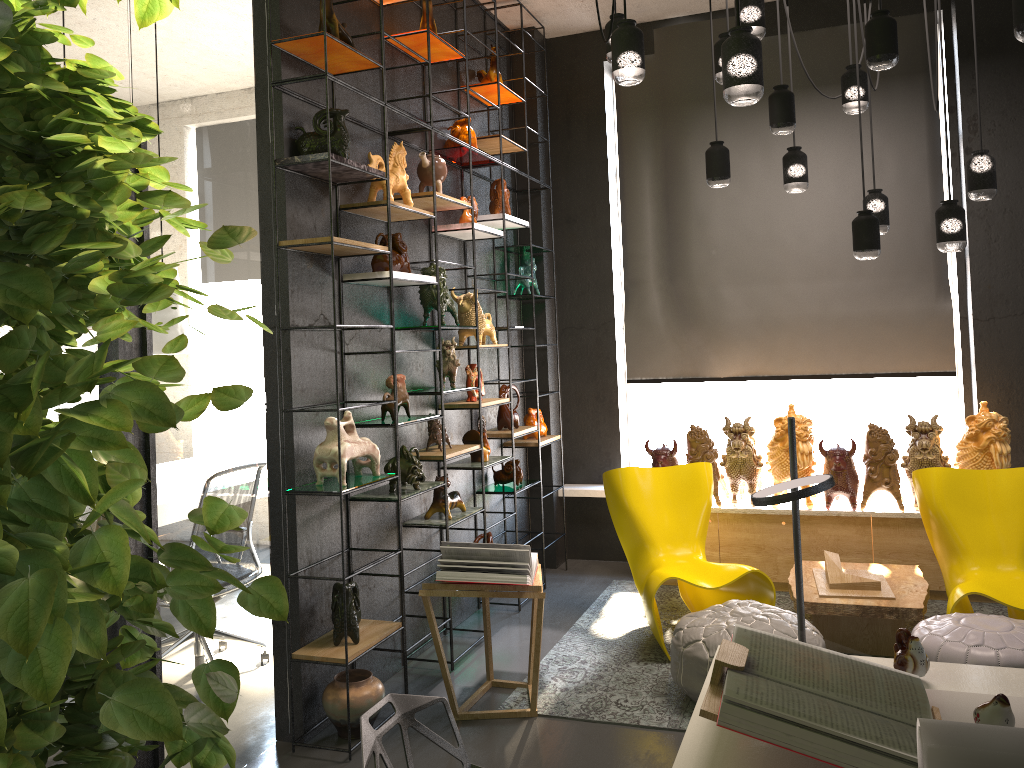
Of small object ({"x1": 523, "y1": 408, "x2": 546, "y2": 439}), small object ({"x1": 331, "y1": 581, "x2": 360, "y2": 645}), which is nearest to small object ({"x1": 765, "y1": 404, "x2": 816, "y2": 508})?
small object ({"x1": 523, "y1": 408, "x2": 546, "y2": 439})

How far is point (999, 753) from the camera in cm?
131

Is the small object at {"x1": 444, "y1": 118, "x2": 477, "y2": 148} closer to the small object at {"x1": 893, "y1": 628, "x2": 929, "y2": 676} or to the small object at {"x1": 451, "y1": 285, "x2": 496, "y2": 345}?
the small object at {"x1": 451, "y1": 285, "x2": 496, "y2": 345}

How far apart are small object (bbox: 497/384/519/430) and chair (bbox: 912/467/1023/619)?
2.37m

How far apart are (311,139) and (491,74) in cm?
211

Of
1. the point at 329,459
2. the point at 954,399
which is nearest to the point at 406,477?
the point at 329,459

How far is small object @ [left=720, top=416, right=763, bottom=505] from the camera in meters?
5.6 m

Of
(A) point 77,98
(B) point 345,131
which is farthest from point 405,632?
(A) point 77,98

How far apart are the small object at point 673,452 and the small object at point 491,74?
2.6m

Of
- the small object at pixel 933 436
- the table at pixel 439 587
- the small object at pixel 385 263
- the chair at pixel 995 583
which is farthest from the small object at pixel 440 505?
the small object at pixel 933 436
